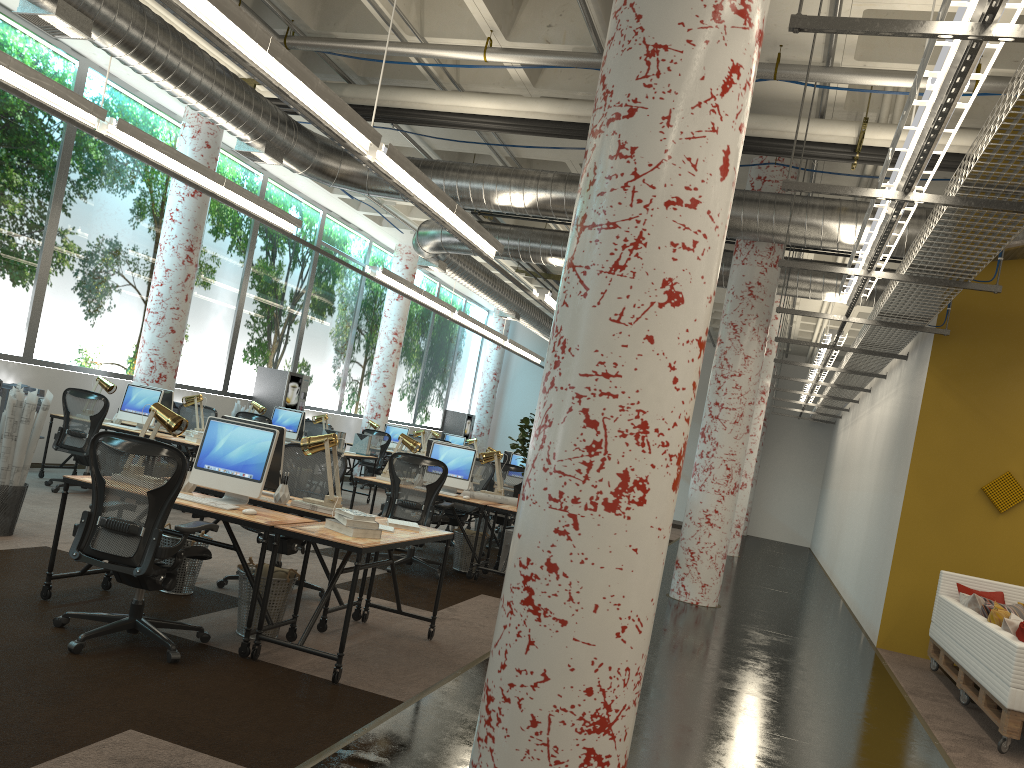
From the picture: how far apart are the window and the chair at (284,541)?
5.6m

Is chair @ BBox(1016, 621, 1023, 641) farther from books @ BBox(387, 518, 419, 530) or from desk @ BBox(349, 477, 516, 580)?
desk @ BBox(349, 477, 516, 580)

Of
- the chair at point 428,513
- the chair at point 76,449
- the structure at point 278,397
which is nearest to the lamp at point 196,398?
the chair at point 76,449

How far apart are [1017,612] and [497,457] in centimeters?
497cm

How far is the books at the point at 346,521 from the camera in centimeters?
483cm

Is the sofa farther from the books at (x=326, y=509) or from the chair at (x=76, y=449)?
the chair at (x=76, y=449)

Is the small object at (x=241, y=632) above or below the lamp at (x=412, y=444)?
below

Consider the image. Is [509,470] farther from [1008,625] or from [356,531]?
[356,531]

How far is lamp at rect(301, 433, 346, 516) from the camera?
5.7m

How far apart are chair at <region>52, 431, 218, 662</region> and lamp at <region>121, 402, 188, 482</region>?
0.6 meters
